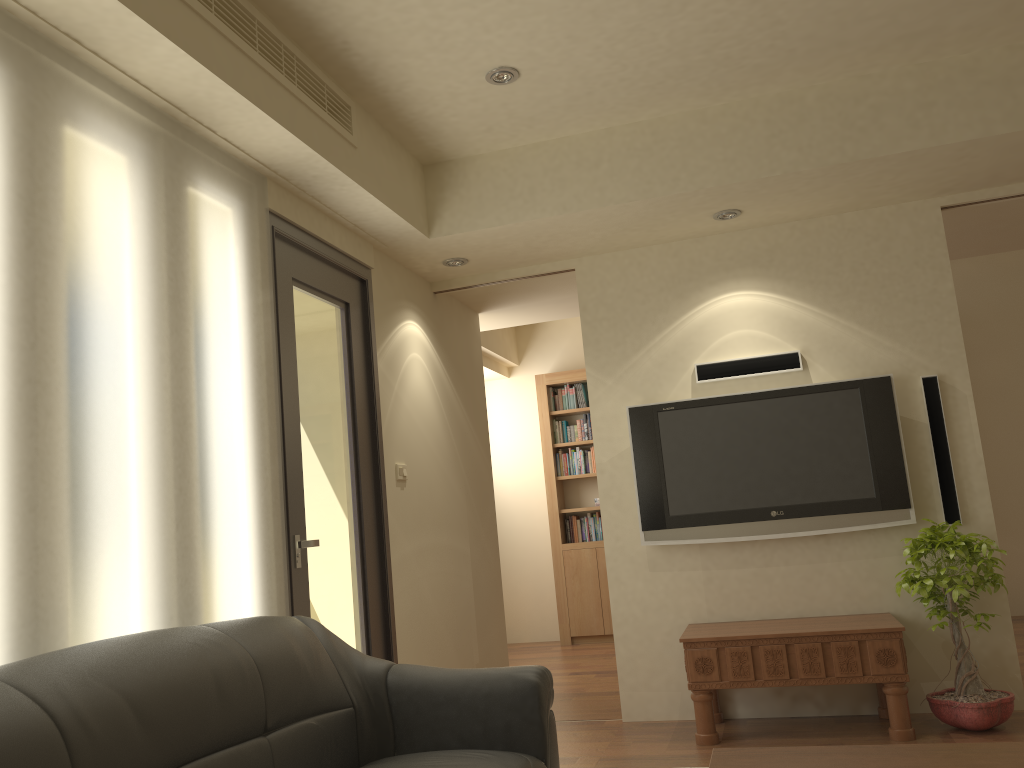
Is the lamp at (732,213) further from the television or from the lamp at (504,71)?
the lamp at (504,71)

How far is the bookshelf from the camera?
7.81m

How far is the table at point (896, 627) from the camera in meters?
4.0

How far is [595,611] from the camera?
7.8m

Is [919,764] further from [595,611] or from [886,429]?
[595,611]

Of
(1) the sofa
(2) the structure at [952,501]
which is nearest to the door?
(1) the sofa

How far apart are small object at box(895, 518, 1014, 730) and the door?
2.4m

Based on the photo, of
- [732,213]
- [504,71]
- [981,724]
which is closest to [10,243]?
[504,71]

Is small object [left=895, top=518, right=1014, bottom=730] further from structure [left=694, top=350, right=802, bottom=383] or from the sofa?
the sofa

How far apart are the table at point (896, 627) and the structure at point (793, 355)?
1.3m
